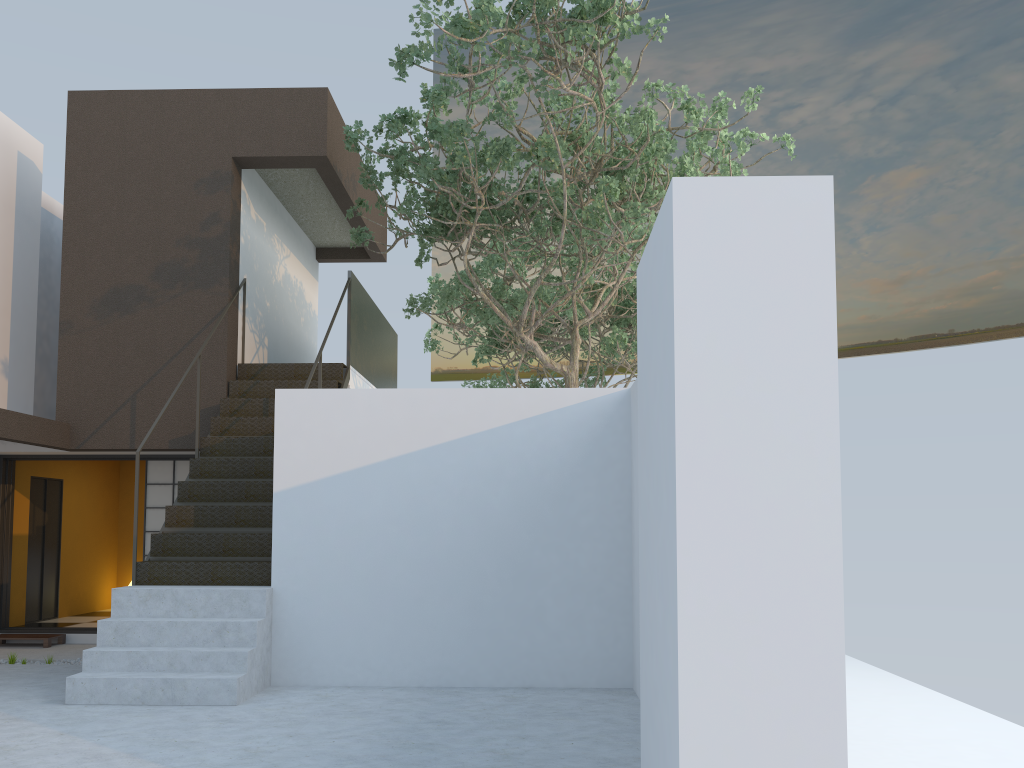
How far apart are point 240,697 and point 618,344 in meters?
9.0 m

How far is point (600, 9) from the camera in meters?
6.7

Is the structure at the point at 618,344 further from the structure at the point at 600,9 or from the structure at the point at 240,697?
the structure at the point at 240,697

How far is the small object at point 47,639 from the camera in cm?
899

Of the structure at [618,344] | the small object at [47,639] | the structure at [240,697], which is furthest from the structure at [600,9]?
the small object at [47,639]

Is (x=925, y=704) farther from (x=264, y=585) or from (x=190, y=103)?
(x=190, y=103)

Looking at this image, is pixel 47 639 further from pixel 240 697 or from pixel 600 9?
pixel 600 9

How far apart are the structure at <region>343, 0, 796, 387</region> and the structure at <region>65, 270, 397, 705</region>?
0.4 meters

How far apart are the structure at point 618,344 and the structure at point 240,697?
1.7 meters

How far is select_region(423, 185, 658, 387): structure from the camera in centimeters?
1368cm
